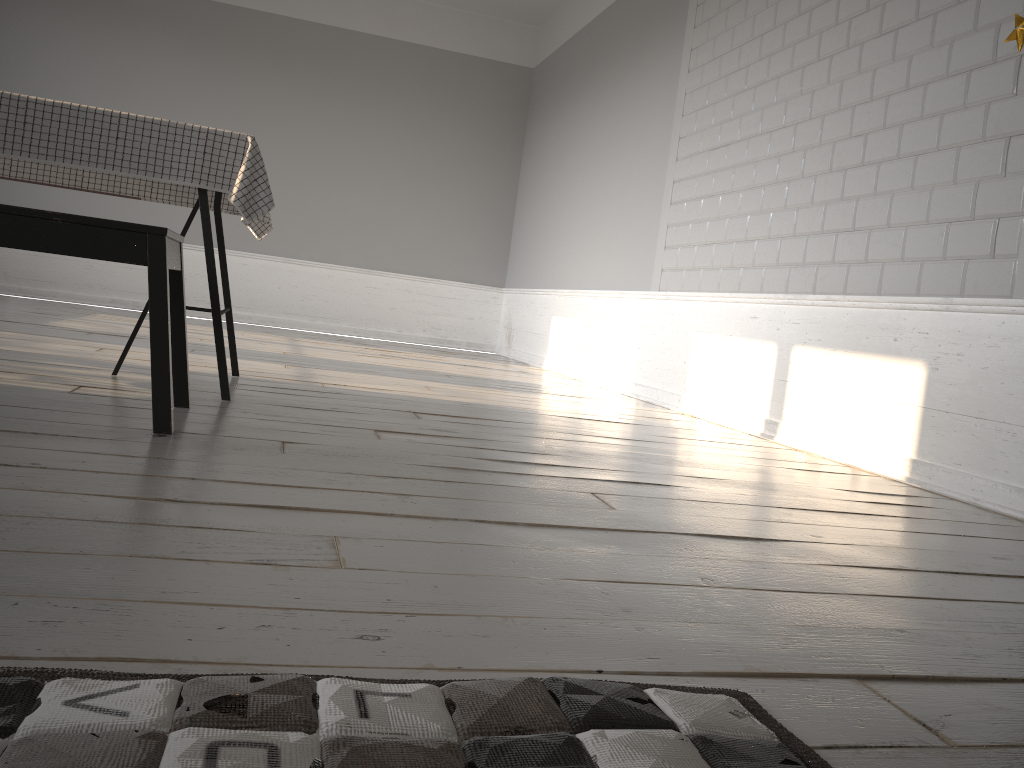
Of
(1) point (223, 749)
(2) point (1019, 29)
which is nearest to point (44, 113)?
(1) point (223, 749)

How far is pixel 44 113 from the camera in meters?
2.4

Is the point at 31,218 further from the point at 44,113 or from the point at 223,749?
the point at 223,749

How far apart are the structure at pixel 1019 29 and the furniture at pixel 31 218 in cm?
233

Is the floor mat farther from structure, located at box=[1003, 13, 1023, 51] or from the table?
structure, located at box=[1003, 13, 1023, 51]

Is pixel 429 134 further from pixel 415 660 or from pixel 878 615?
pixel 415 660

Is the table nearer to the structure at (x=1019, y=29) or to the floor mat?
the floor mat

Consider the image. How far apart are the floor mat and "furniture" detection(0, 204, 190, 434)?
1.3 meters

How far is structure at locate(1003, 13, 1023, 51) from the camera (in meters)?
2.47

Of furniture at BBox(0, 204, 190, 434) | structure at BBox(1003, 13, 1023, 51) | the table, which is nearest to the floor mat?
furniture at BBox(0, 204, 190, 434)
